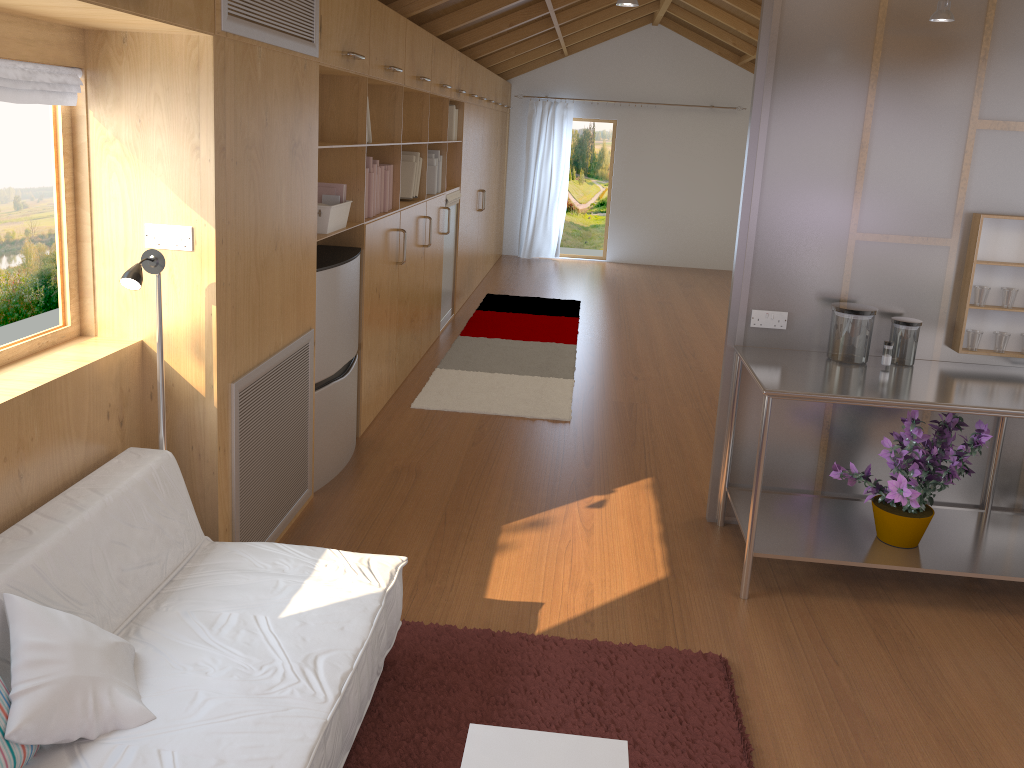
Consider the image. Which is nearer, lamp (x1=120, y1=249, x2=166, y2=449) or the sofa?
the sofa

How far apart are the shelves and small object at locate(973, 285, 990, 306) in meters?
0.5 m

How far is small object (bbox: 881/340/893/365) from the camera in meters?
3.4 m

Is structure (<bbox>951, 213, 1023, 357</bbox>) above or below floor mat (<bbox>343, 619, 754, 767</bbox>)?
above

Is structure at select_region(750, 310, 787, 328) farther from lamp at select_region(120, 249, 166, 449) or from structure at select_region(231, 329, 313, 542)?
lamp at select_region(120, 249, 166, 449)

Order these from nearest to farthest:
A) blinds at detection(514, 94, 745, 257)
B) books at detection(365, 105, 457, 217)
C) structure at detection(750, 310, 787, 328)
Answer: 1. structure at detection(750, 310, 787, 328)
2. books at detection(365, 105, 457, 217)
3. blinds at detection(514, 94, 745, 257)

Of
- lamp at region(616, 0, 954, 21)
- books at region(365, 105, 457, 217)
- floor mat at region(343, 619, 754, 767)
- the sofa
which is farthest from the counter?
books at region(365, 105, 457, 217)

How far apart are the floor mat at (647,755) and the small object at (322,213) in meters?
1.7 m

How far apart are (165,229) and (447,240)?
4.49m

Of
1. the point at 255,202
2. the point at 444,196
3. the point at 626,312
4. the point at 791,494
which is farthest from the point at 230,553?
the point at 626,312
